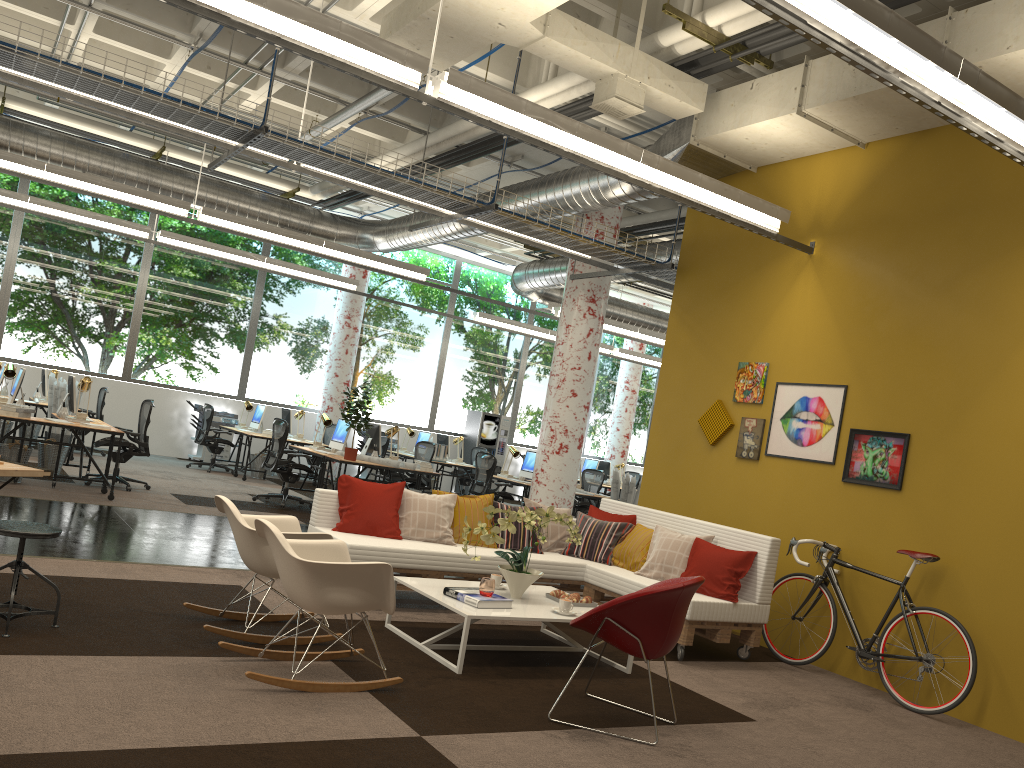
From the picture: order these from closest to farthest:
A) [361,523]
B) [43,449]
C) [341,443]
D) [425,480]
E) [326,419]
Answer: [361,523] → [43,449] → [341,443] → [326,419] → [425,480]

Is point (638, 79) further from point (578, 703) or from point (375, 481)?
point (375, 481)

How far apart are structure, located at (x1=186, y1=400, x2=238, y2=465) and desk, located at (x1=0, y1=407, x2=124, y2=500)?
6.47m

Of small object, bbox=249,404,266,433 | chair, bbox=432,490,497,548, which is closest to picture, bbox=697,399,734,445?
chair, bbox=432,490,497,548

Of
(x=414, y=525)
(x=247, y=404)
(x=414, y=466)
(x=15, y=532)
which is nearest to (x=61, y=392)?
(x=247, y=404)

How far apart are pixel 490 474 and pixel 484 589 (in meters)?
7.59

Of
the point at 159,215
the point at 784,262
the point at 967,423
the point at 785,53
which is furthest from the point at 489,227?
the point at 159,215

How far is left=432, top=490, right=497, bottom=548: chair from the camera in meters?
6.9

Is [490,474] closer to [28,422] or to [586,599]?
[28,422]

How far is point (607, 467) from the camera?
19.0 meters
